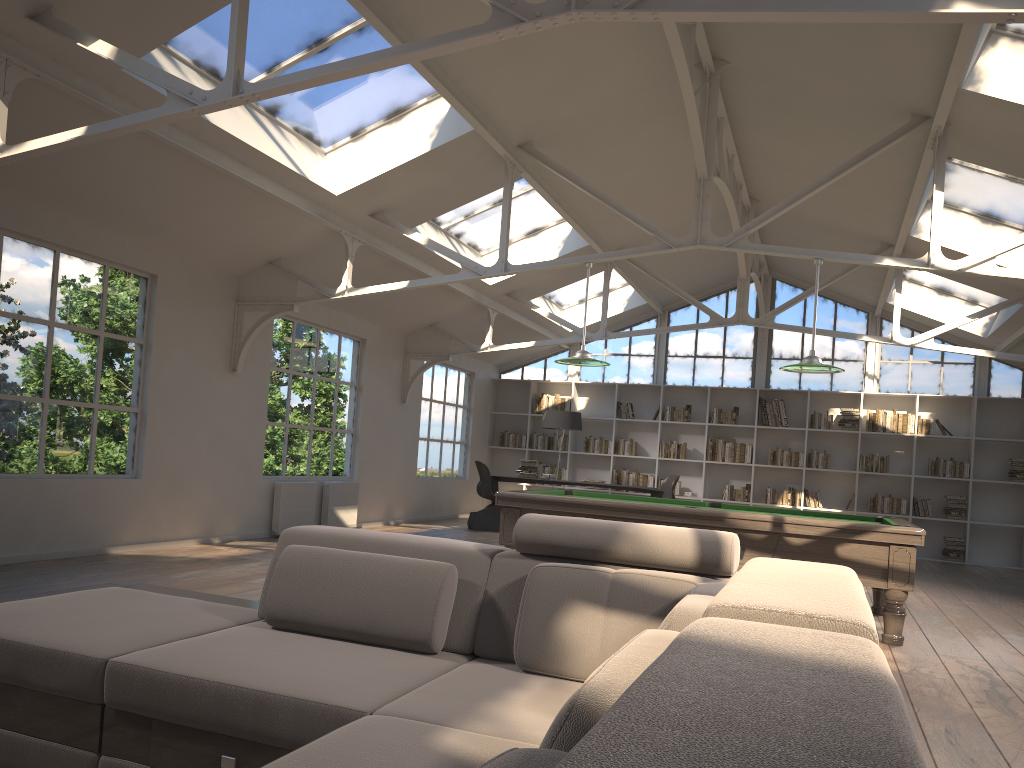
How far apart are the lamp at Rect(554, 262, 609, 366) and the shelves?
4.2 meters

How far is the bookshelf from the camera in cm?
1267

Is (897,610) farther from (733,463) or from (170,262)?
(733,463)

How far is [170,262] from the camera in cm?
756

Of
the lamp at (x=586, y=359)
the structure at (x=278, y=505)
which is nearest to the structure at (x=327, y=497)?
the structure at (x=278, y=505)

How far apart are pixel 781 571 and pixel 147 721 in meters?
1.7 m

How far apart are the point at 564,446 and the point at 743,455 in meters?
2.9 m

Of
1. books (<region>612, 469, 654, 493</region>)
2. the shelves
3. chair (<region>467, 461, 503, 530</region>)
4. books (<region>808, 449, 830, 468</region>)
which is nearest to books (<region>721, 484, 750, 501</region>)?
books (<region>808, 449, 830, 468</region>)

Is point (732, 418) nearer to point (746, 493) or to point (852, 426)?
point (746, 493)

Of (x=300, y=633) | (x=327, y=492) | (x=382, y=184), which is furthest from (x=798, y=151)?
(x=300, y=633)
